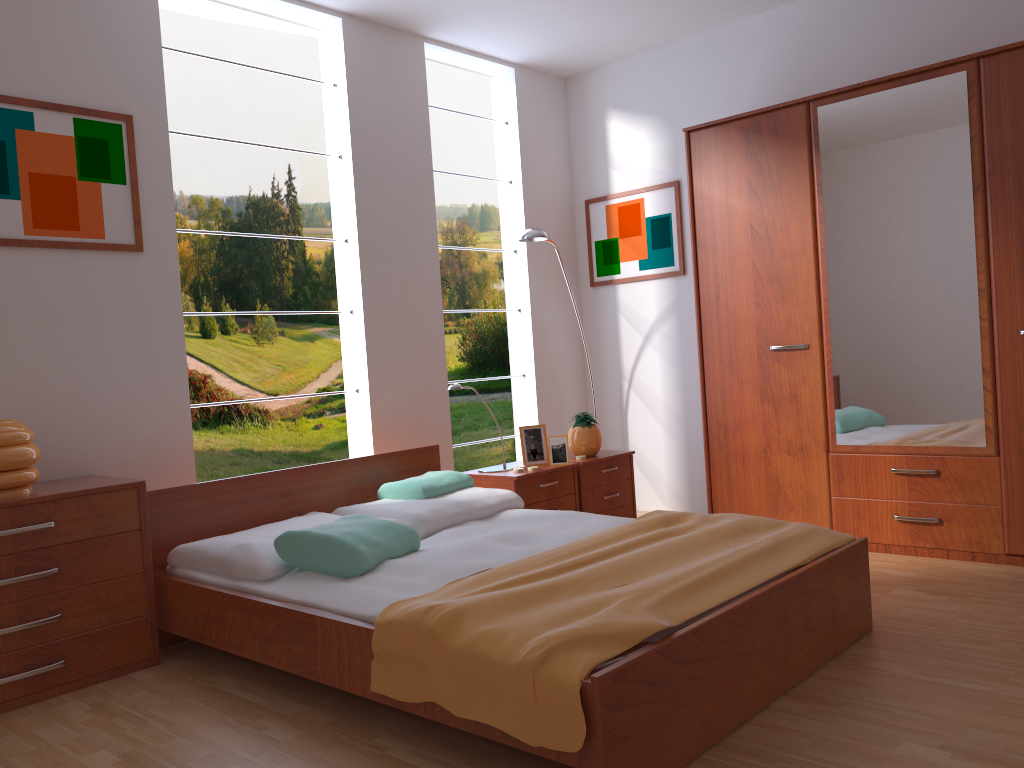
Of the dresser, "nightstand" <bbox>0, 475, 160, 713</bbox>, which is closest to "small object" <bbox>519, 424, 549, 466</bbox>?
the dresser

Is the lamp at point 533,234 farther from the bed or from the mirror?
the mirror

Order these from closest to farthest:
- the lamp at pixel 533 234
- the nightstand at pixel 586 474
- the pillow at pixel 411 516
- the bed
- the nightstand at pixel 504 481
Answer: the bed
the pillow at pixel 411 516
the nightstand at pixel 504 481
the nightstand at pixel 586 474
the lamp at pixel 533 234

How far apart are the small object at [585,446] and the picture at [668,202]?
1.04m

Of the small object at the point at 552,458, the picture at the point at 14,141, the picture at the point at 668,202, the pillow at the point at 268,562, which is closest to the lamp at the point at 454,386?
the small object at the point at 552,458

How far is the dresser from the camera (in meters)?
3.41

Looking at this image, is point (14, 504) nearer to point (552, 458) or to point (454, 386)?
point (454, 386)

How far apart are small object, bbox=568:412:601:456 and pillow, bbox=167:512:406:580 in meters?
1.4 m

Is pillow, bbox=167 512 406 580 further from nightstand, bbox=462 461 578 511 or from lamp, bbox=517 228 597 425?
lamp, bbox=517 228 597 425

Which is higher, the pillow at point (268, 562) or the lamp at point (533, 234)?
the lamp at point (533, 234)
